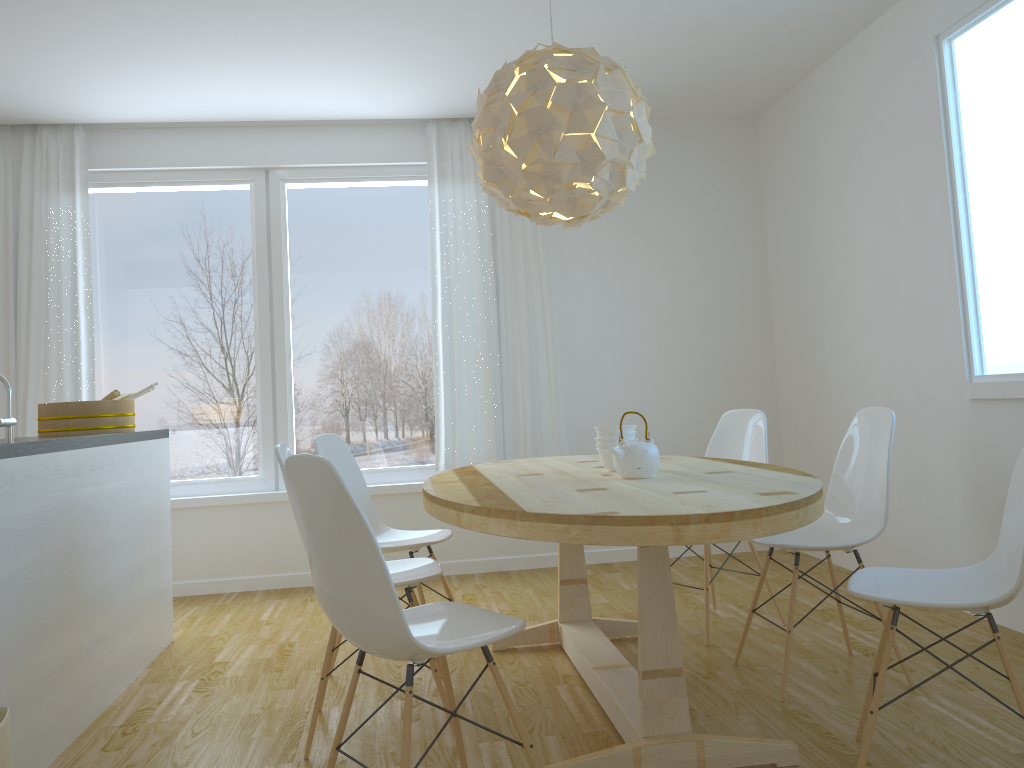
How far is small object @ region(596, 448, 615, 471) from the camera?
3.1 meters

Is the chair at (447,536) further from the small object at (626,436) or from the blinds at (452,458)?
the blinds at (452,458)

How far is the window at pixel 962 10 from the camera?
3.4m

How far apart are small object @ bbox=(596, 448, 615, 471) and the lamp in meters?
0.8

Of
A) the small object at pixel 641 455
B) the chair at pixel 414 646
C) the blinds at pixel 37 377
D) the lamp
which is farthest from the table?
the blinds at pixel 37 377

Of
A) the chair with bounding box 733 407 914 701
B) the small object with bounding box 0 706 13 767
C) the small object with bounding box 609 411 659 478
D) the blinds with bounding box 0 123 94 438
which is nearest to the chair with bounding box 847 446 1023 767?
the chair with bounding box 733 407 914 701

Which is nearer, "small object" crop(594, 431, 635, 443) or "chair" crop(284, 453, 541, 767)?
"chair" crop(284, 453, 541, 767)

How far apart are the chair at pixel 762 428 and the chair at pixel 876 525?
0.4 meters

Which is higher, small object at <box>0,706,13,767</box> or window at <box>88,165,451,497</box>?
window at <box>88,165,451,497</box>

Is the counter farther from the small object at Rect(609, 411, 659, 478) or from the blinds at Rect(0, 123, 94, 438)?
the small object at Rect(609, 411, 659, 478)
